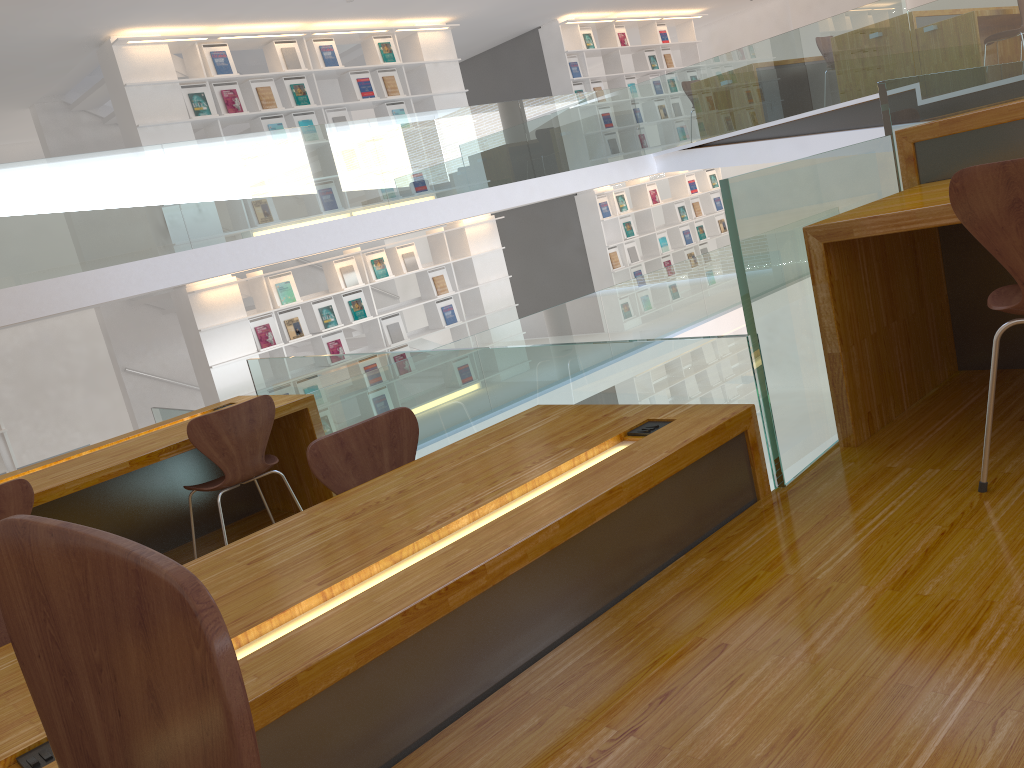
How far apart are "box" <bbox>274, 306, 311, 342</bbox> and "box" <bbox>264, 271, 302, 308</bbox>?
0.1 meters

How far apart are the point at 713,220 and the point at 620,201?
2.14m

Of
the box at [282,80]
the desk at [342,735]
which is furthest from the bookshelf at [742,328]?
the desk at [342,735]

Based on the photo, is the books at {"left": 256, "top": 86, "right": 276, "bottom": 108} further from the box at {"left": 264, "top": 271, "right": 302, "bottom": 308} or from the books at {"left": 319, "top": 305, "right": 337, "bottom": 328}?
the books at {"left": 319, "top": 305, "right": 337, "bottom": 328}

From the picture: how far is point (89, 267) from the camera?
6.0 meters

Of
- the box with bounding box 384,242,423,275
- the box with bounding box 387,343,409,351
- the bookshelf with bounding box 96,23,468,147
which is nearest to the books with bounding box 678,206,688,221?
the bookshelf with bounding box 96,23,468,147

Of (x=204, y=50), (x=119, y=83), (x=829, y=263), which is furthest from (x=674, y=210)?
(x=829, y=263)

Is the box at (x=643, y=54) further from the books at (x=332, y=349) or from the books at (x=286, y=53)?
the books at (x=332, y=349)

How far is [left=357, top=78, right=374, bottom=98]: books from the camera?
8.8 meters

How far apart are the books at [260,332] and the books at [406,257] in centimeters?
172cm
